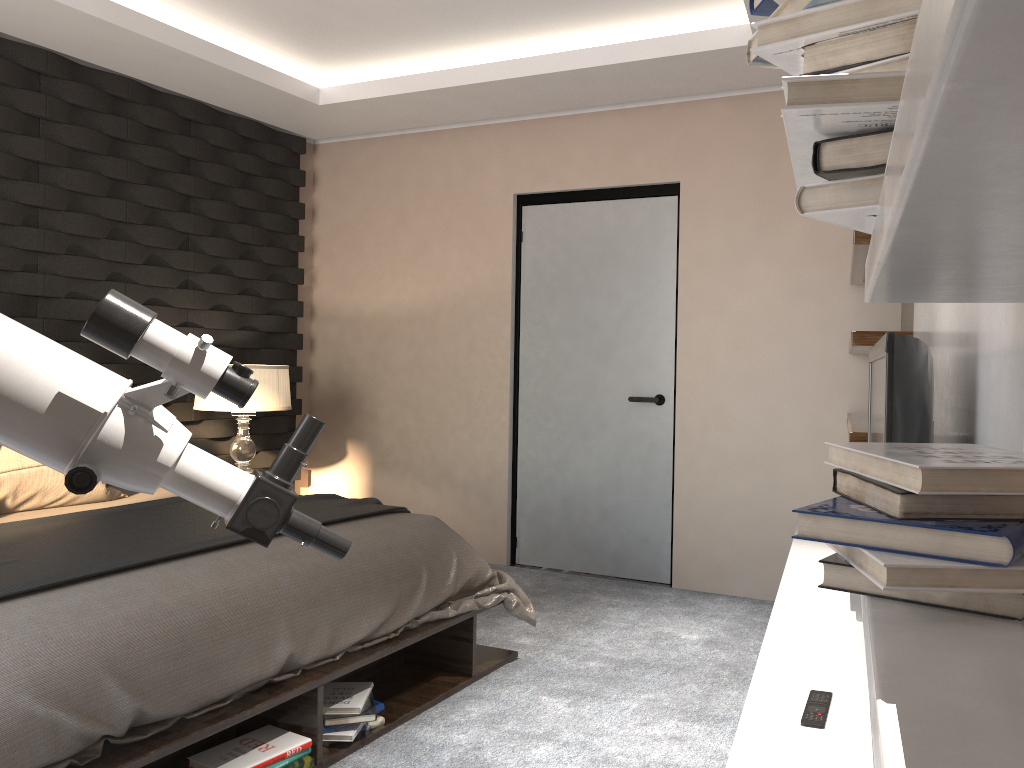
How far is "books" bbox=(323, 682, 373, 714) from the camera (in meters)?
2.62

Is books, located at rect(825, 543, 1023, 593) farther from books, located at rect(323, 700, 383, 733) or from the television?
books, located at rect(323, 700, 383, 733)

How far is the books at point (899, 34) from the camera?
0.6m

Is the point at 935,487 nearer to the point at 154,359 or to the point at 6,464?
the point at 154,359

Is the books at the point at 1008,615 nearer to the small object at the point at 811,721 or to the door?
the small object at the point at 811,721

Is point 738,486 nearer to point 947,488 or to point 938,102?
point 947,488

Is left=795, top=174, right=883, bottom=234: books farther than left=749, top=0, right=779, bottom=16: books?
No

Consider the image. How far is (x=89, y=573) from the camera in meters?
2.2 m

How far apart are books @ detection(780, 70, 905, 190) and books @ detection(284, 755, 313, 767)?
2.1 meters

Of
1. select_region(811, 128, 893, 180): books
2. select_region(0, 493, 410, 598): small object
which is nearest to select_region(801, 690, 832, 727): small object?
select_region(811, 128, 893, 180): books
